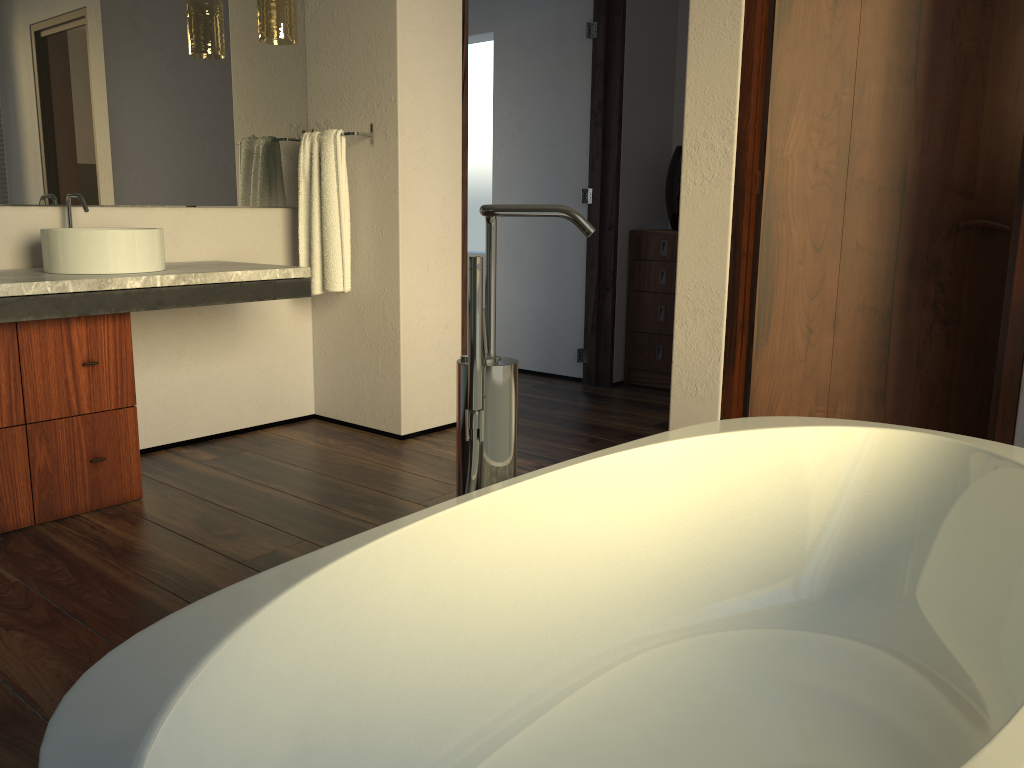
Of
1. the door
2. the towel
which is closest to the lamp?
the towel

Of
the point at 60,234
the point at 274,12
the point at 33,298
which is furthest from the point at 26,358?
the point at 274,12

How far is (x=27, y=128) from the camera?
2.8m

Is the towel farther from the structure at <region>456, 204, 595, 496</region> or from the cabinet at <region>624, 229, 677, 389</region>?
the structure at <region>456, 204, 595, 496</region>

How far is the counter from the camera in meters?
2.3

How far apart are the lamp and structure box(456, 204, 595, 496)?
2.1 meters

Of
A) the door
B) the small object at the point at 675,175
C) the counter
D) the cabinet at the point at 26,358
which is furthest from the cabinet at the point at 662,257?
the cabinet at the point at 26,358

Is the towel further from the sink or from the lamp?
the sink

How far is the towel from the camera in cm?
332

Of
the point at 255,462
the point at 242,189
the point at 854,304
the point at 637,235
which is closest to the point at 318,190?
the point at 242,189
